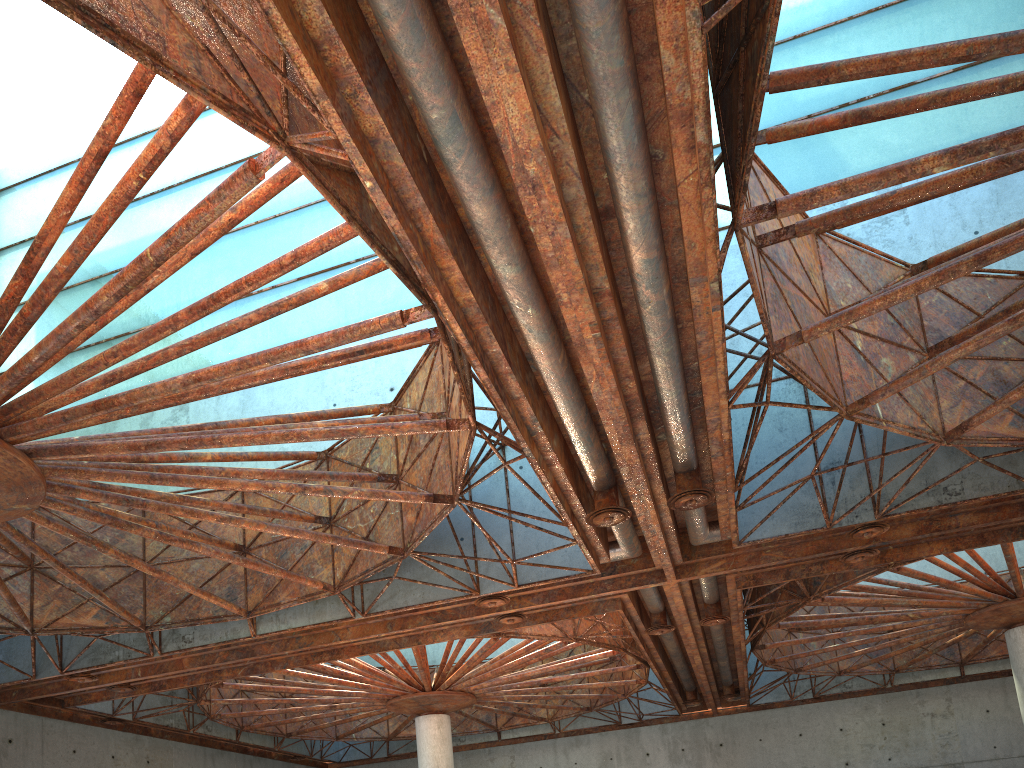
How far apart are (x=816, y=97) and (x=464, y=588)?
21.7 meters

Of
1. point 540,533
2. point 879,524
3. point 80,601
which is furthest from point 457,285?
point 80,601
